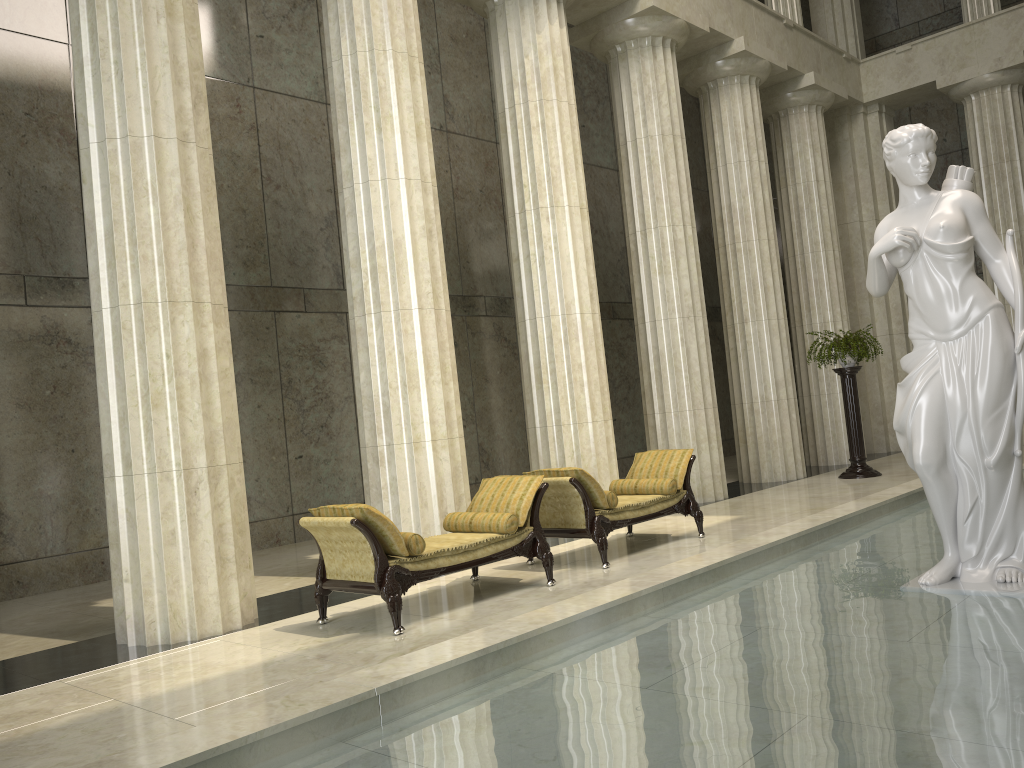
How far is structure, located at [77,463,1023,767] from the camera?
3.25m

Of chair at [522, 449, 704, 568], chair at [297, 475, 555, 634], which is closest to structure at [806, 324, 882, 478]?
chair at [522, 449, 704, 568]

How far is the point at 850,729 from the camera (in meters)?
3.25

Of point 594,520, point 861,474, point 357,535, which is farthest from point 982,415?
point 861,474

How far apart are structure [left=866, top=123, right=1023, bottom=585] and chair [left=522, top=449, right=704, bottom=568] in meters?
3.1

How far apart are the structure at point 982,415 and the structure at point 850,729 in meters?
0.0

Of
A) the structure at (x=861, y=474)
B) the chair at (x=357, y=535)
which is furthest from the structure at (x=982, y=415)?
the structure at (x=861, y=474)

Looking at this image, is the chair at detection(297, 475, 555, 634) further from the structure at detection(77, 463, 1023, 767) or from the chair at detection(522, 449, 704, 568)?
the structure at detection(77, 463, 1023, 767)

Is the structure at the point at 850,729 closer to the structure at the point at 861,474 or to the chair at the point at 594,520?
the chair at the point at 594,520

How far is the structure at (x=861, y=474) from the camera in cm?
1367
